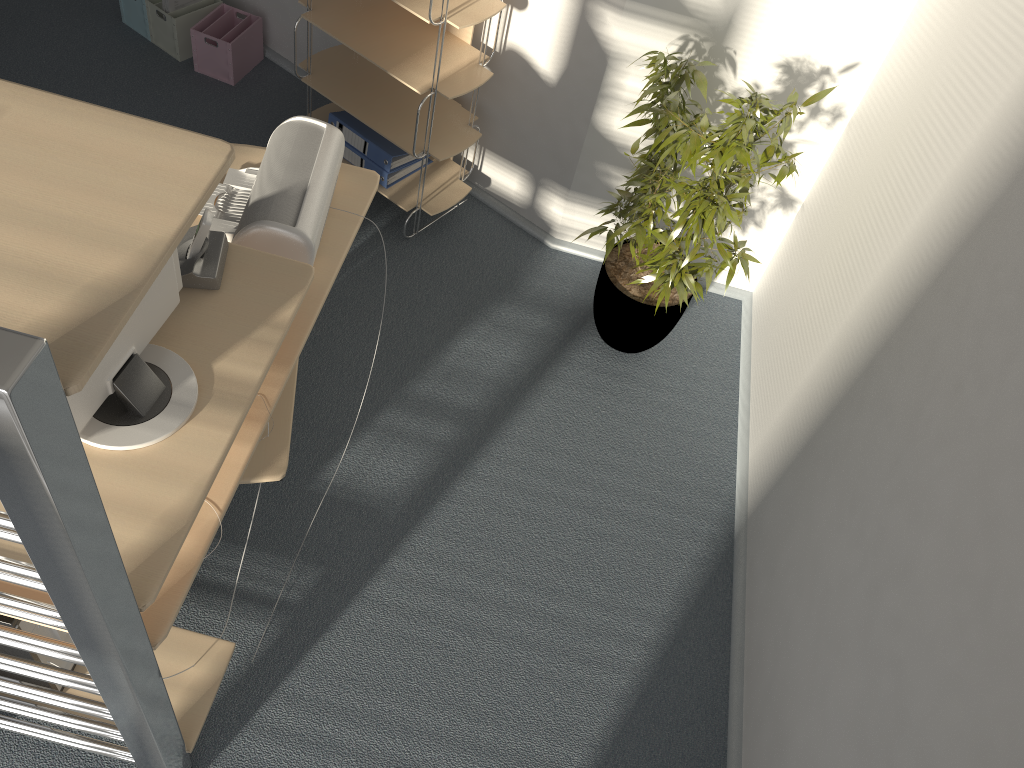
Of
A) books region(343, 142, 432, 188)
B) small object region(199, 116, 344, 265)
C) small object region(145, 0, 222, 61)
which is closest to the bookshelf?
books region(343, 142, 432, 188)

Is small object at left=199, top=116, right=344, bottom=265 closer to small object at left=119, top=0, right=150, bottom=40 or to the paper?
the paper

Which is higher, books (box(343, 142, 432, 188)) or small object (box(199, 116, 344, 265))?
small object (box(199, 116, 344, 265))

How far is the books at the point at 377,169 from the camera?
3.3m

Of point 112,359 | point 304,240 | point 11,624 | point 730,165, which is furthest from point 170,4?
point 11,624

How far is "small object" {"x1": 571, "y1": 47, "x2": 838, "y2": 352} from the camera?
2.4m

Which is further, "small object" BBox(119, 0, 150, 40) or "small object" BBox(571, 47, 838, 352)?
"small object" BBox(119, 0, 150, 40)

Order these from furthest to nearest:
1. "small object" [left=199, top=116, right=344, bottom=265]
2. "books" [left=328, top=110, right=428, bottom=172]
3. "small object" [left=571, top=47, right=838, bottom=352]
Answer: "books" [left=328, top=110, right=428, bottom=172] → "small object" [left=571, top=47, right=838, bottom=352] → "small object" [left=199, top=116, right=344, bottom=265]

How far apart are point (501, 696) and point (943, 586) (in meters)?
1.18

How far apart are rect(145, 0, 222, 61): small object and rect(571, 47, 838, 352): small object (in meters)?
2.03
